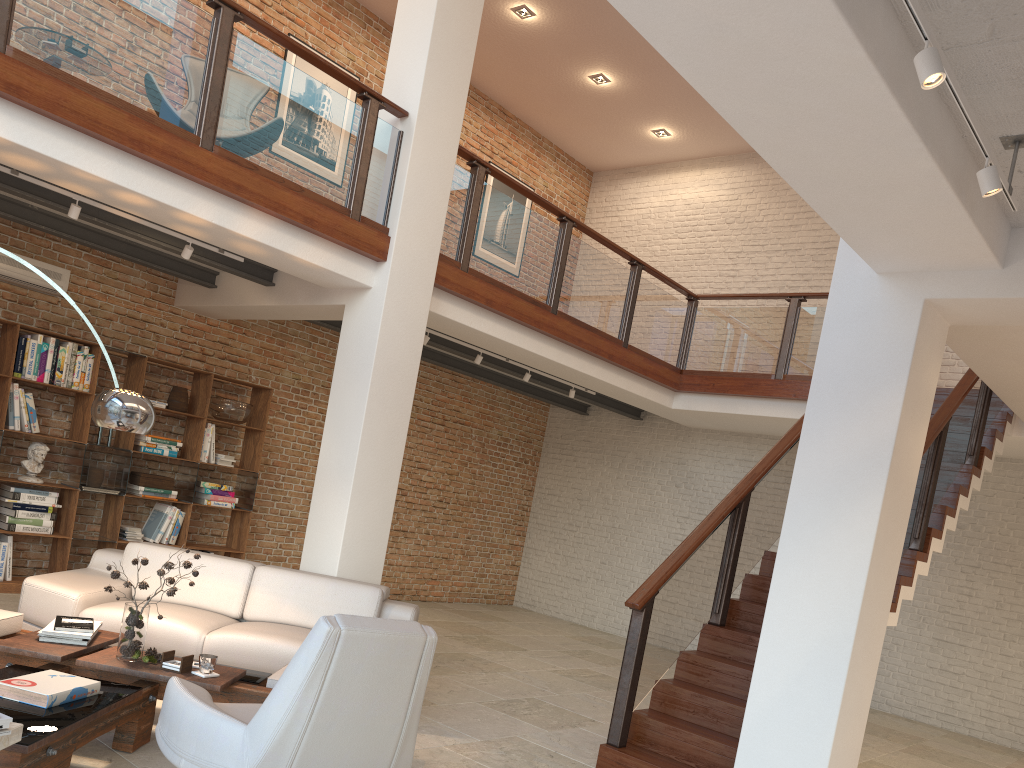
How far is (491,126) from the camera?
11.65m

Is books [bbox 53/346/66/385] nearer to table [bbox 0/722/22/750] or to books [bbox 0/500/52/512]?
books [bbox 0/500/52/512]

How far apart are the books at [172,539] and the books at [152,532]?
0.15m

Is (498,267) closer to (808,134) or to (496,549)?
(808,134)

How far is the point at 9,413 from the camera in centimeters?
Result: 712cm

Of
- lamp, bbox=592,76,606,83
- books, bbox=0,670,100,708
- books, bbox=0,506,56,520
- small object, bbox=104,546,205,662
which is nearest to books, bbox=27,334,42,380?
books, bbox=0,506,56,520

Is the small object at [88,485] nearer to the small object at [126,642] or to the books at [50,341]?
the books at [50,341]

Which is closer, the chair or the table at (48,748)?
the chair

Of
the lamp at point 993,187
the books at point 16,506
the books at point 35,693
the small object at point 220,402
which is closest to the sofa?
the books at point 35,693

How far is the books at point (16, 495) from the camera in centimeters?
715cm
